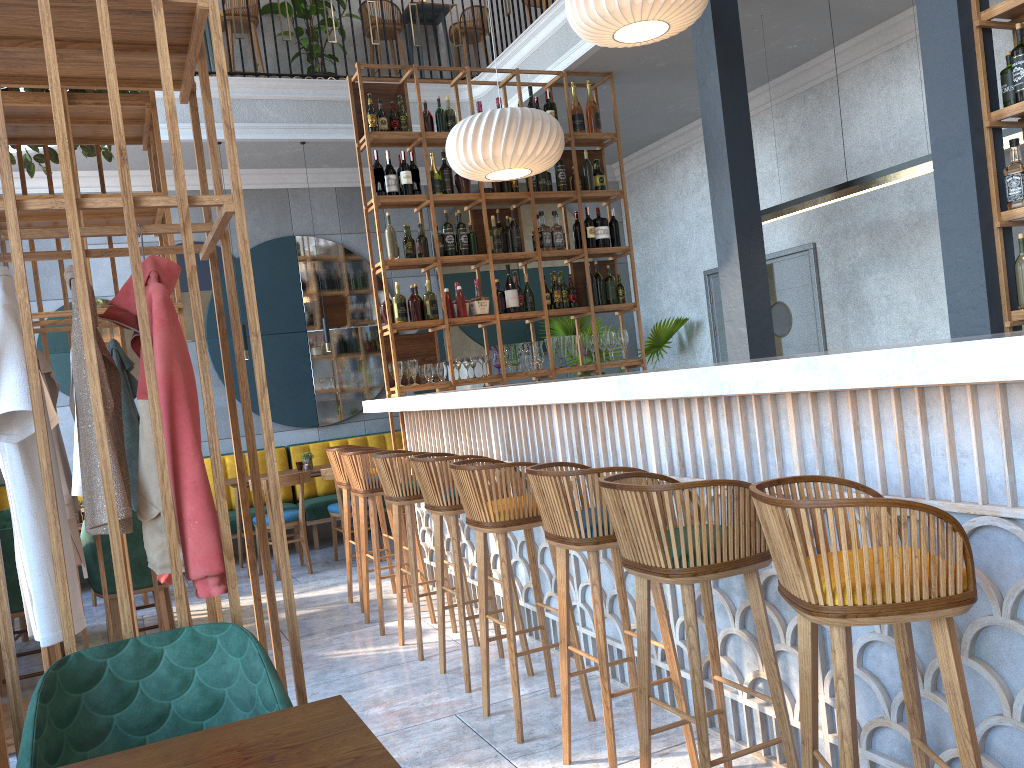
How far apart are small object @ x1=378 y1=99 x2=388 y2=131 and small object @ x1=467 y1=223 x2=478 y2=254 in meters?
0.9

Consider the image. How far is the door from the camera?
7.4m

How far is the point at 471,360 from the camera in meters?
6.2 m

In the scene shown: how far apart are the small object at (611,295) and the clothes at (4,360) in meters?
4.8 m

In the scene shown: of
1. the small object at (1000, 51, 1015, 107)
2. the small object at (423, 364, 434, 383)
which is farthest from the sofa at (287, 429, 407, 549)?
the small object at (1000, 51, 1015, 107)

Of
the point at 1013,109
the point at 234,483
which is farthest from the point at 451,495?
the point at 234,483

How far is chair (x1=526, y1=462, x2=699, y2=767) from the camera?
2.7 meters

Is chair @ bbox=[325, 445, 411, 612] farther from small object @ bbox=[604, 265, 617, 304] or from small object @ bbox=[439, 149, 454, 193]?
small object @ bbox=[604, 265, 617, 304]

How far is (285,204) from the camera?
8.4 meters

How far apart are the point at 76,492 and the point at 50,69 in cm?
234
